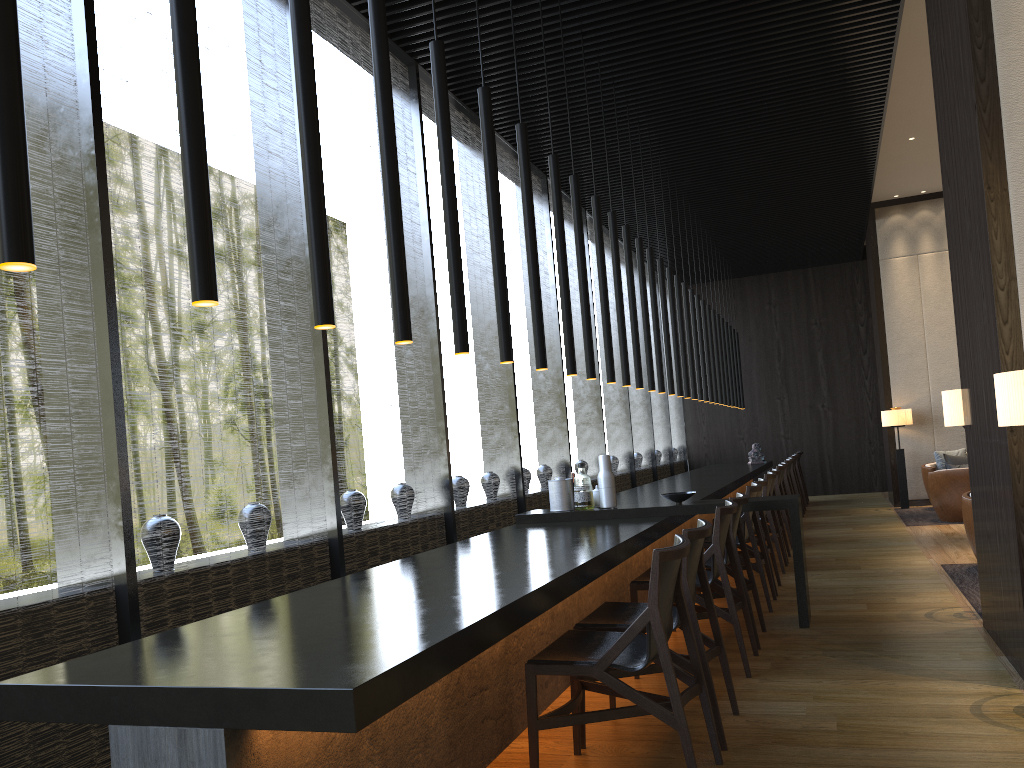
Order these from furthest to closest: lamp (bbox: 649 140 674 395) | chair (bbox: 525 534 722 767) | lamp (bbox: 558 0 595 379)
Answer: lamp (bbox: 649 140 674 395) < lamp (bbox: 558 0 595 379) < chair (bbox: 525 534 722 767)

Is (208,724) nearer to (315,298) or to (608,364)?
(315,298)

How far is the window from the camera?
3.29m

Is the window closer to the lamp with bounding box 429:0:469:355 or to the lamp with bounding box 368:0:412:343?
the lamp with bounding box 368:0:412:343

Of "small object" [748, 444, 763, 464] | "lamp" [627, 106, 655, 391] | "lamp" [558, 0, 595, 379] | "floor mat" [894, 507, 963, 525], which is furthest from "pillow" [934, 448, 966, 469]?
"lamp" [558, 0, 595, 379]

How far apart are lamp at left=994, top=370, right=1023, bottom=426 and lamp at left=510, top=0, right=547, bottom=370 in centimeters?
203cm

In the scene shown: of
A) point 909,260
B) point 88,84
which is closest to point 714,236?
point 909,260

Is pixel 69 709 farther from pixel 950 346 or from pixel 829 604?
pixel 950 346

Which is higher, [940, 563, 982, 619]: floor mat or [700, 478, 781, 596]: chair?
[700, 478, 781, 596]: chair

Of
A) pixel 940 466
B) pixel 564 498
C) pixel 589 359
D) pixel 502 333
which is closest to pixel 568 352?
pixel 589 359
